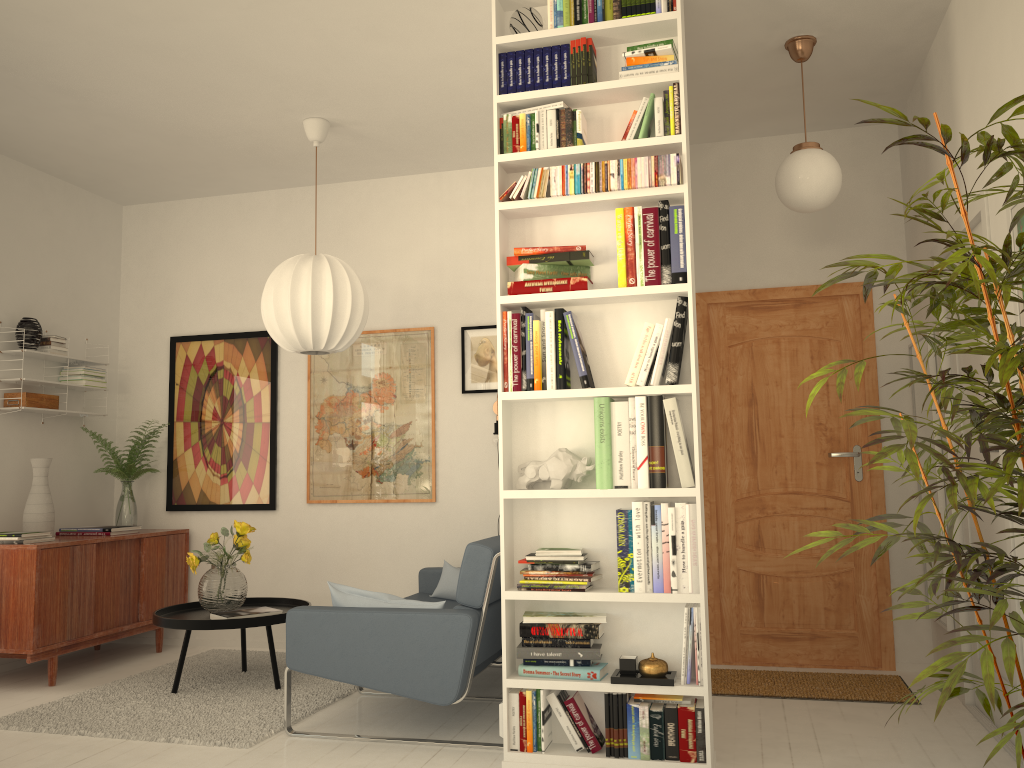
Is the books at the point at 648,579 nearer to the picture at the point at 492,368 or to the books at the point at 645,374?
the books at the point at 645,374

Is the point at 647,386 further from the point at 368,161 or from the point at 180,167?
the point at 180,167

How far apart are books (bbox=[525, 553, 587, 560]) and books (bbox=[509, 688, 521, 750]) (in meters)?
0.48

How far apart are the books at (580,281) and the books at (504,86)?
0.76m

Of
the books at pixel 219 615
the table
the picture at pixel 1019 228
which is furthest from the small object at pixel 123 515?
the picture at pixel 1019 228

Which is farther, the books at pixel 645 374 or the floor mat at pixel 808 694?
the floor mat at pixel 808 694

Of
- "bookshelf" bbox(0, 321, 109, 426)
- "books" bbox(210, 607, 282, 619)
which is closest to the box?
"bookshelf" bbox(0, 321, 109, 426)

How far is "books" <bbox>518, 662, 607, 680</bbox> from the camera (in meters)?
3.08

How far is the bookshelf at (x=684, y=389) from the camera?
3.07m

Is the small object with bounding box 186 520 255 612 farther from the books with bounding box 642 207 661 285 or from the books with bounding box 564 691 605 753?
the books with bounding box 642 207 661 285
